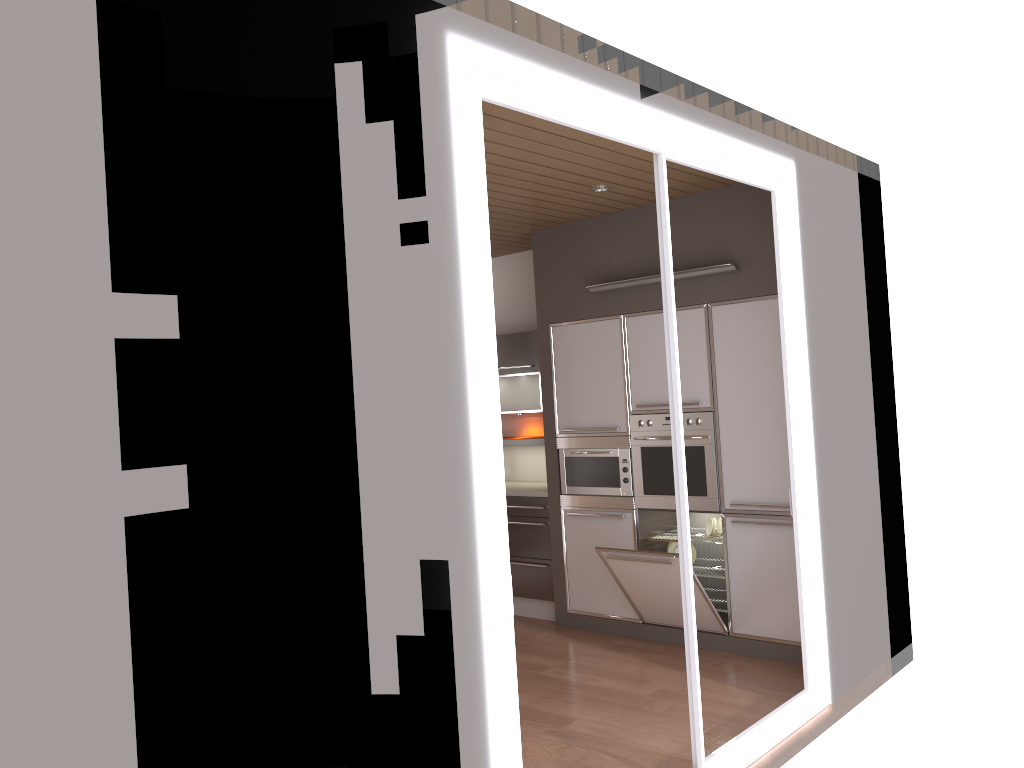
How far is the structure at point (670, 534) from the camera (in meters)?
5.73

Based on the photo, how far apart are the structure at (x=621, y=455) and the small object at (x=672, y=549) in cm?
44

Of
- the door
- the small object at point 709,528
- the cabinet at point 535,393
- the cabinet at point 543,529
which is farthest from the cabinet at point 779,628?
the door

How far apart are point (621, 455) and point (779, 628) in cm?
139

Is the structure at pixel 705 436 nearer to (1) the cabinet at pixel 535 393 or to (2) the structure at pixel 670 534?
(2) the structure at pixel 670 534

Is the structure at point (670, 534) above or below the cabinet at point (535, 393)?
below

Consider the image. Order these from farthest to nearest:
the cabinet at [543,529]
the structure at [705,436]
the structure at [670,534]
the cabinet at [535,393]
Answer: the cabinet at [535,393] → the cabinet at [543,529] → the structure at [670,534] → the structure at [705,436]

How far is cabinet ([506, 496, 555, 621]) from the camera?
6.1m

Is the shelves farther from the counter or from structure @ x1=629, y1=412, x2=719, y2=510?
structure @ x1=629, y1=412, x2=719, y2=510

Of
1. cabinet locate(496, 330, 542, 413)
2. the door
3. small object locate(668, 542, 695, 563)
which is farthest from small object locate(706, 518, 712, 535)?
cabinet locate(496, 330, 542, 413)
